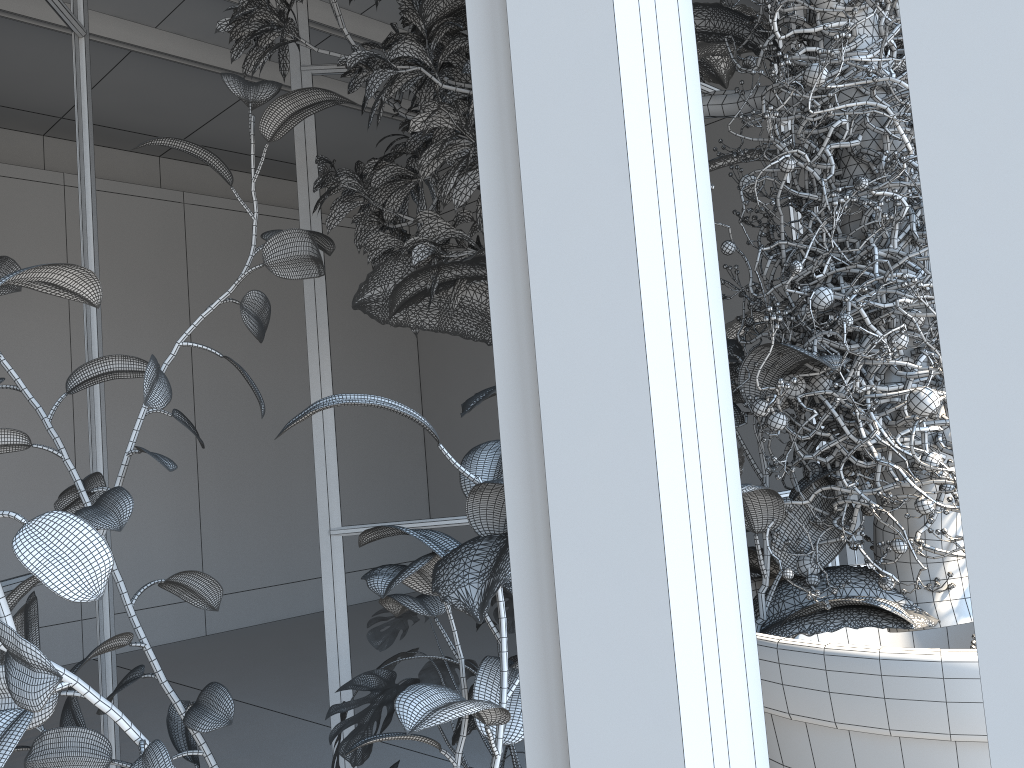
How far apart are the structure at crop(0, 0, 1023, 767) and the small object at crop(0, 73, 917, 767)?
0.06m

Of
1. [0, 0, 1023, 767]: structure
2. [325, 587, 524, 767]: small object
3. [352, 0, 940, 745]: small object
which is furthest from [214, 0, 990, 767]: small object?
[325, 587, 524, 767]: small object

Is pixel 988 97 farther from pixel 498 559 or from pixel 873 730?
pixel 873 730

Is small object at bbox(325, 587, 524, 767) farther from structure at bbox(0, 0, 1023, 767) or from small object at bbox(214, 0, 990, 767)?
small object at bbox(214, 0, 990, 767)

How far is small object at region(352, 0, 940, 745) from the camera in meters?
0.8 m

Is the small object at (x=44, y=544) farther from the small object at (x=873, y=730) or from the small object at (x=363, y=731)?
the small object at (x=363, y=731)

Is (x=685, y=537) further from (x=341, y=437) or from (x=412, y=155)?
(x=341, y=437)

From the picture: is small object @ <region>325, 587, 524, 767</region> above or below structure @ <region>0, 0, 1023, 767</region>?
below

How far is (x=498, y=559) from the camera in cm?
80

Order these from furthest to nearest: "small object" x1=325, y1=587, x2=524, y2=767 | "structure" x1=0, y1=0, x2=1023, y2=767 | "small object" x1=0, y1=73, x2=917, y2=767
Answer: "small object" x1=325, y1=587, x2=524, y2=767 → "small object" x1=0, y1=73, x2=917, y2=767 → "structure" x1=0, y1=0, x2=1023, y2=767
